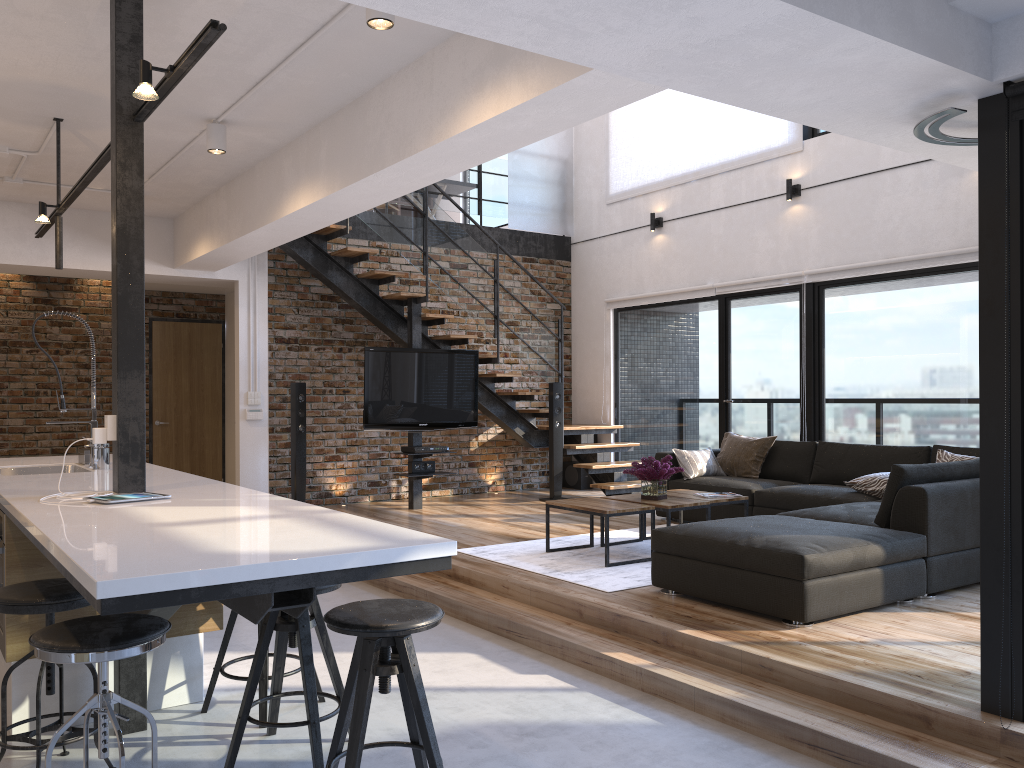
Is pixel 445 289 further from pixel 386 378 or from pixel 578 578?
pixel 578 578

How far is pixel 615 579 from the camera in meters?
5.1

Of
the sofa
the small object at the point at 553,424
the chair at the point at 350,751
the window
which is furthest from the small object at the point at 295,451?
the chair at the point at 350,751

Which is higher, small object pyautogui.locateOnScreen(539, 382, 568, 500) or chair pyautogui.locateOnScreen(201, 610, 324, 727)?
small object pyautogui.locateOnScreen(539, 382, 568, 500)

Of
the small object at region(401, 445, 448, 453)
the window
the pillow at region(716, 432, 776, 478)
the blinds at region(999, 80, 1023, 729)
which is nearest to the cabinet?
the window

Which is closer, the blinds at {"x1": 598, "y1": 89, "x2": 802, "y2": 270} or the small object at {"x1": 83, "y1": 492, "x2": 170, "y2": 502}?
the small object at {"x1": 83, "y1": 492, "x2": 170, "y2": 502}

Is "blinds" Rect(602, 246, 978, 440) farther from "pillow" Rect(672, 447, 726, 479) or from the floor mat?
the floor mat

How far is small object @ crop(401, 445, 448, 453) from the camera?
8.1m

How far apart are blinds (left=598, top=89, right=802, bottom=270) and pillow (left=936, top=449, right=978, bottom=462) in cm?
315

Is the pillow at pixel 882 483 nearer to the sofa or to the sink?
the sofa
